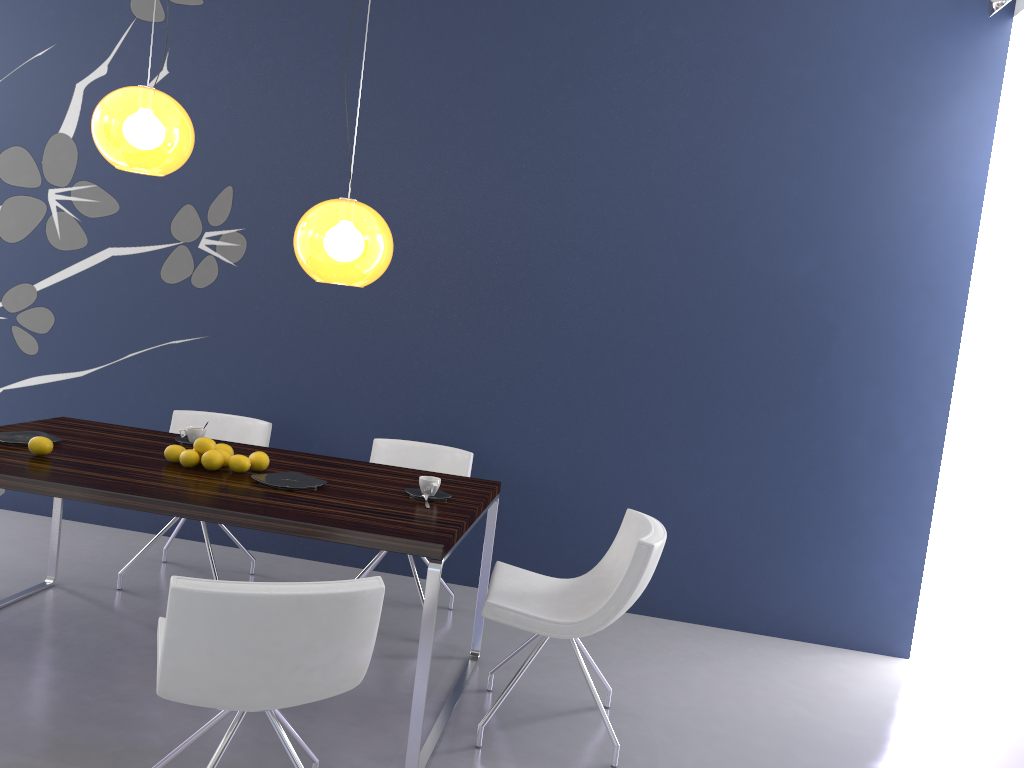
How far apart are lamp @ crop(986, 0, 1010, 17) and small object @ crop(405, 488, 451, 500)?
3.0 meters

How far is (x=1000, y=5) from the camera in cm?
370

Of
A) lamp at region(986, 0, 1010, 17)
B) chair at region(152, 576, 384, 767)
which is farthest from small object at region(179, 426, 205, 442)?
lamp at region(986, 0, 1010, 17)

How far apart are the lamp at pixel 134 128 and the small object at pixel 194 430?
1.1m

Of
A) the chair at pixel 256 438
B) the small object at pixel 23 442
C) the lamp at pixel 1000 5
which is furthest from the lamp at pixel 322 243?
the lamp at pixel 1000 5

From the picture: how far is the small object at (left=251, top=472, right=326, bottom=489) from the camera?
3.16m

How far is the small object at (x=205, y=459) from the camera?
3.3 meters

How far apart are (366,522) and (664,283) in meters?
2.4 m

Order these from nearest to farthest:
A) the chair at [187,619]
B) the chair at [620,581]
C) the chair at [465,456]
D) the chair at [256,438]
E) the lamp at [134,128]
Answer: the chair at [187,619] → the chair at [620,581] → the lamp at [134,128] → the chair at [465,456] → the chair at [256,438]

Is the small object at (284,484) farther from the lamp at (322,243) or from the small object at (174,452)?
the lamp at (322,243)
